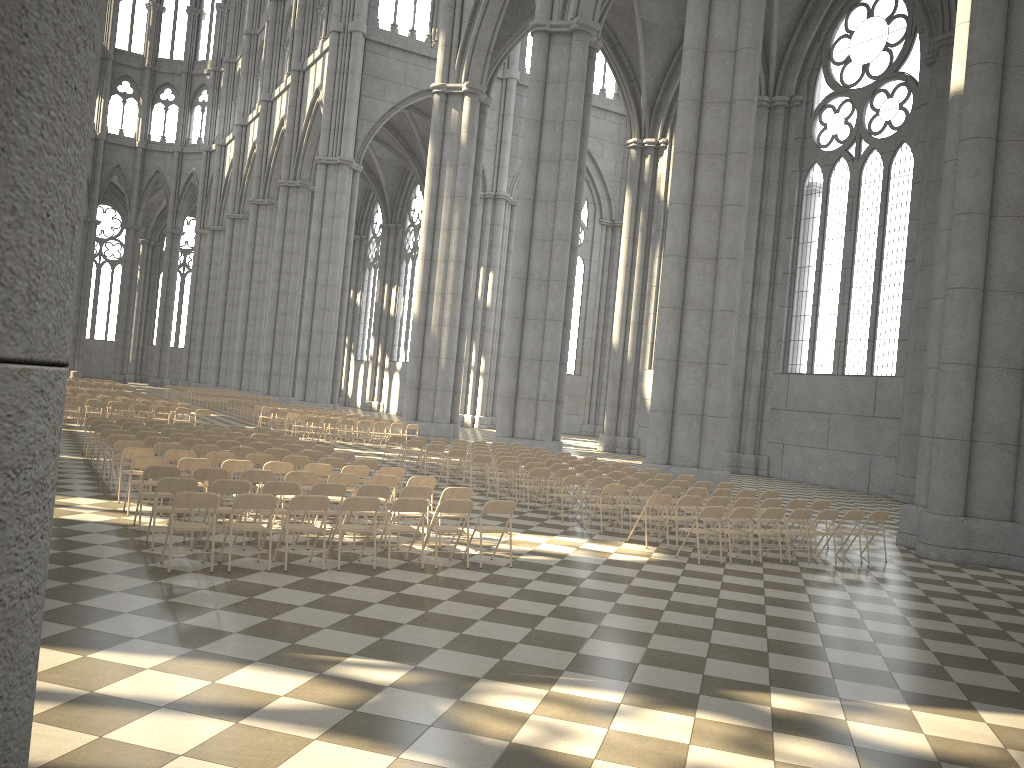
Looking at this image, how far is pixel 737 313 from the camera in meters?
22.6

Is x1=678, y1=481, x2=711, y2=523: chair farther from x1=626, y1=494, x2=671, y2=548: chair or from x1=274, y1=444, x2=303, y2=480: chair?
x1=274, y1=444, x2=303, y2=480: chair

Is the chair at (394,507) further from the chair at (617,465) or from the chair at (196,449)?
the chair at (617,465)

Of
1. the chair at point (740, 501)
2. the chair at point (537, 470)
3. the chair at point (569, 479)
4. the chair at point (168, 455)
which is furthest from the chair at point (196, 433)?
the chair at point (740, 501)

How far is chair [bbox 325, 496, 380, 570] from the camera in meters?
9.7 m

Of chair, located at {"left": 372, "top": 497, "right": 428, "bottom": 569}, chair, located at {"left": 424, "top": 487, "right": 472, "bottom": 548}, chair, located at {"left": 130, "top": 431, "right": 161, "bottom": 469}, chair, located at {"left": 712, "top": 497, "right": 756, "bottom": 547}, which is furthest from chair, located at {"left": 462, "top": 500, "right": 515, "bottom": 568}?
chair, located at {"left": 130, "top": 431, "right": 161, "bottom": 469}

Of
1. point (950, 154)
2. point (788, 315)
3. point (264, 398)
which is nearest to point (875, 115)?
point (788, 315)

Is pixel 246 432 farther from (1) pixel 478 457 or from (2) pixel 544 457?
(2) pixel 544 457

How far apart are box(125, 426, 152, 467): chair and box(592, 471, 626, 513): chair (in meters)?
9.26

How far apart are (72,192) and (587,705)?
5.4m
